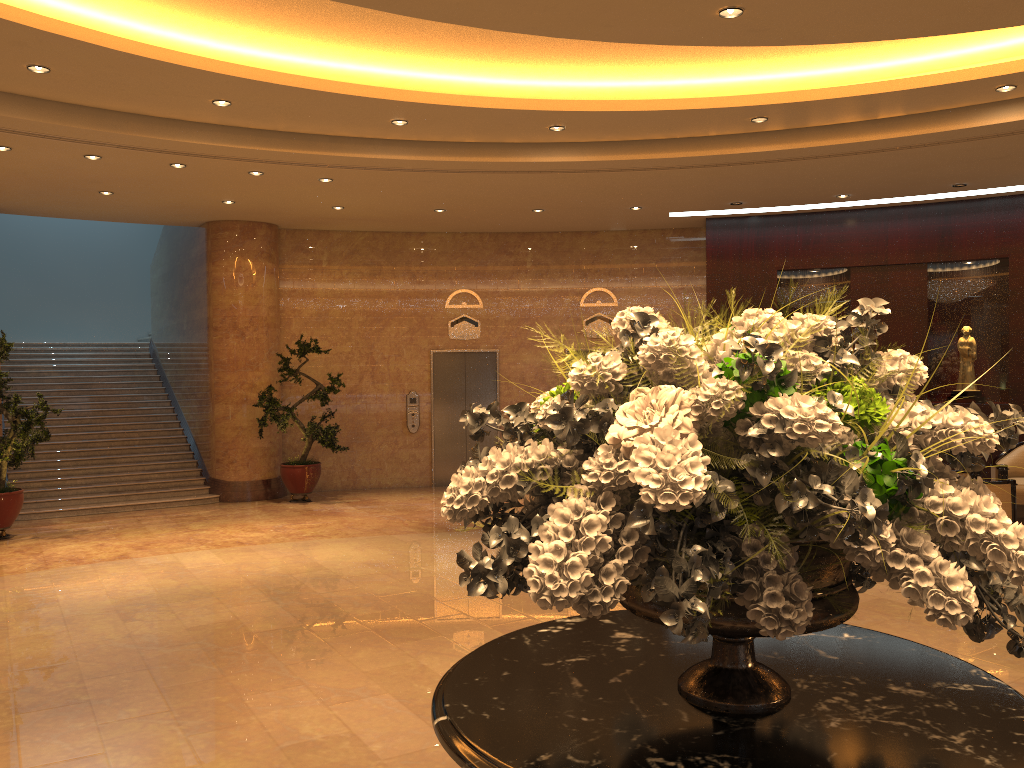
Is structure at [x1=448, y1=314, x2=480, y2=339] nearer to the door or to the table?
the door

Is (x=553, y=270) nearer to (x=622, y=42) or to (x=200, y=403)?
(x=200, y=403)

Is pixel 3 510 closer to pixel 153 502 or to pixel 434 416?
pixel 153 502

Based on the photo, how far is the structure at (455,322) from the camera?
13.9m

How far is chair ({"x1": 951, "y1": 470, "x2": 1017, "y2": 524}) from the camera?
8.8m

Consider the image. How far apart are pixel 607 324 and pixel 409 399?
3.3m

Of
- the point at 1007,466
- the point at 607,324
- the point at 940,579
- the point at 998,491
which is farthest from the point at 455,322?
the point at 940,579

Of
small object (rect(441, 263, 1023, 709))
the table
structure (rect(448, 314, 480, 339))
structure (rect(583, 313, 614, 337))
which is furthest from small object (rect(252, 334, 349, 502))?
small object (rect(441, 263, 1023, 709))

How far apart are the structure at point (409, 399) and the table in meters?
11.0

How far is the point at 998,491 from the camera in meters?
8.8
